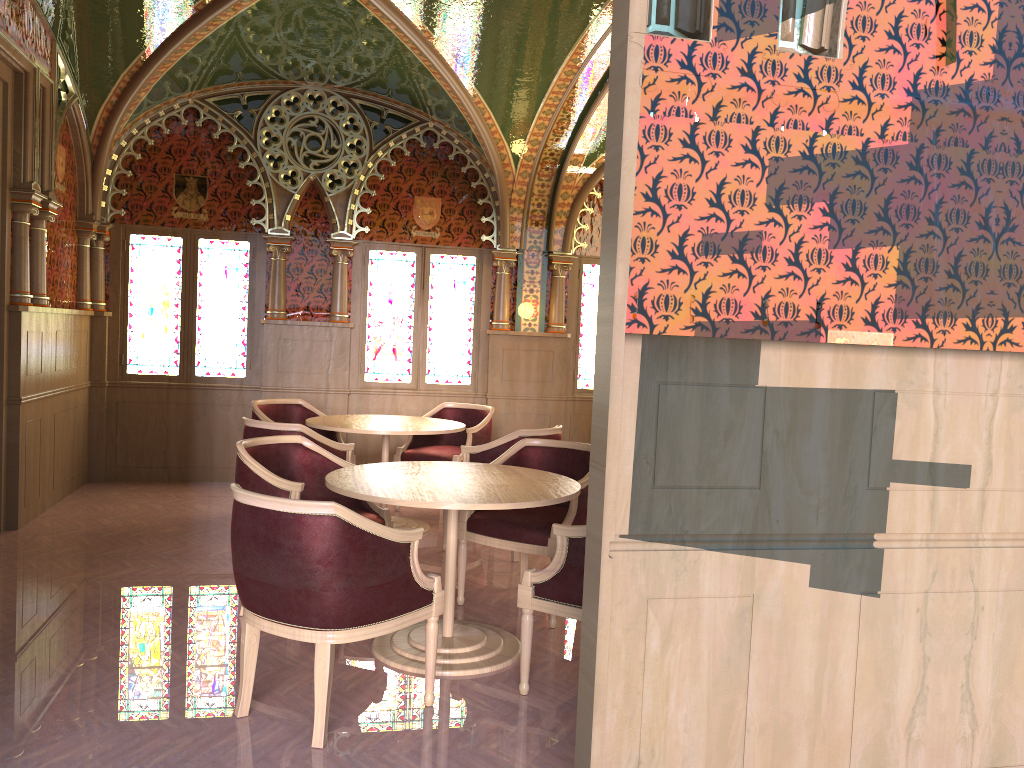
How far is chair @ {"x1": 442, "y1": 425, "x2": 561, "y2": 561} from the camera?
5.6 meters

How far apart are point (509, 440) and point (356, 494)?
2.10m

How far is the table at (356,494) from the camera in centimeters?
A: 358cm

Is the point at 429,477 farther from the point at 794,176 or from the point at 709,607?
the point at 794,176

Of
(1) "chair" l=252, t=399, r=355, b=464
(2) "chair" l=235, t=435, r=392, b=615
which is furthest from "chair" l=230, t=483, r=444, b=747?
(1) "chair" l=252, t=399, r=355, b=464

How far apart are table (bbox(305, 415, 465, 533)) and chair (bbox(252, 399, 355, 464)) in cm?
47

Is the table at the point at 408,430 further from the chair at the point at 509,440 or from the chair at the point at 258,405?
the chair at the point at 258,405

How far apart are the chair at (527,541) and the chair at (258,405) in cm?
240

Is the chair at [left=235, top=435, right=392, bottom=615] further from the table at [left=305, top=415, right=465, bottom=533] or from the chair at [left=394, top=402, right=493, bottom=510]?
the chair at [left=394, top=402, right=493, bottom=510]

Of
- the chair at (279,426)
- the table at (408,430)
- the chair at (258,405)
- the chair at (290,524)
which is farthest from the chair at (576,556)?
the chair at (258,405)
